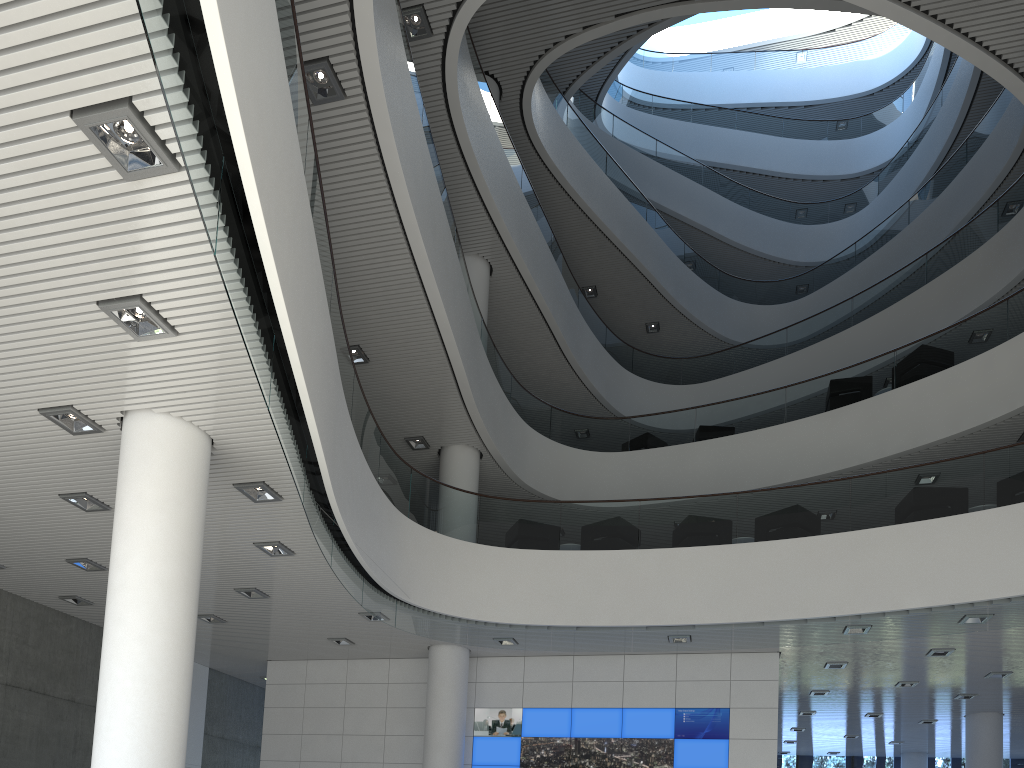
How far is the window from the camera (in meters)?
13.89

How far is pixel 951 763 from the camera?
13.89m

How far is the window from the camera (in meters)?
13.89

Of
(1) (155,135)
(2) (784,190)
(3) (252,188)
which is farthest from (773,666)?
(2) (784,190)
